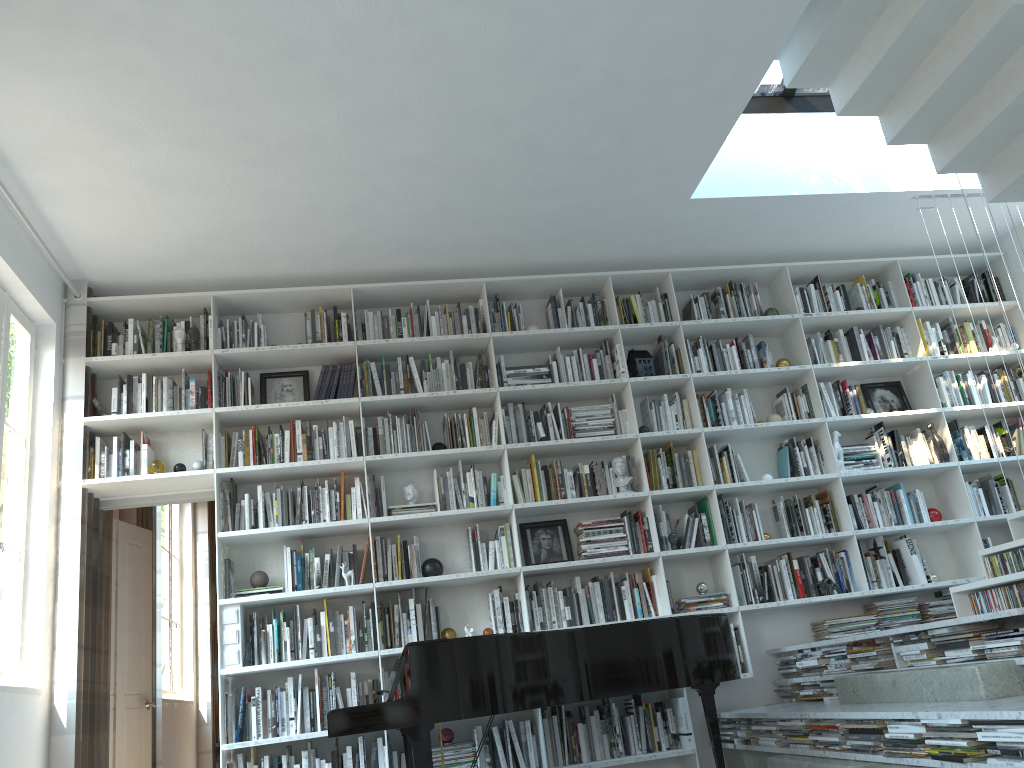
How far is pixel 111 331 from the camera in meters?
5.3

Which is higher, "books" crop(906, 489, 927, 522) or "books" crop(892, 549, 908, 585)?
"books" crop(906, 489, 927, 522)

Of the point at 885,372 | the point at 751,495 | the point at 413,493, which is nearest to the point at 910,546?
the point at 751,495

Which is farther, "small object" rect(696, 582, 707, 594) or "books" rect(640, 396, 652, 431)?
"books" rect(640, 396, 652, 431)

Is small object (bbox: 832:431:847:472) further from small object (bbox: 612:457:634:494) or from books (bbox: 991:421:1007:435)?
small object (bbox: 612:457:634:494)

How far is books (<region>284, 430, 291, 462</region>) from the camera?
5.2m

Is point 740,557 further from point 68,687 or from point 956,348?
point 68,687

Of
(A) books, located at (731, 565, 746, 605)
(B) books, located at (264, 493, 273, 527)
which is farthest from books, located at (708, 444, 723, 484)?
(B) books, located at (264, 493, 273, 527)

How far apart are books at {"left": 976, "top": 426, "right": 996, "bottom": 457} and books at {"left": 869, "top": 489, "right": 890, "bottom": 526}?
0.9m

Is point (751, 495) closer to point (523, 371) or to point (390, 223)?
point (523, 371)
